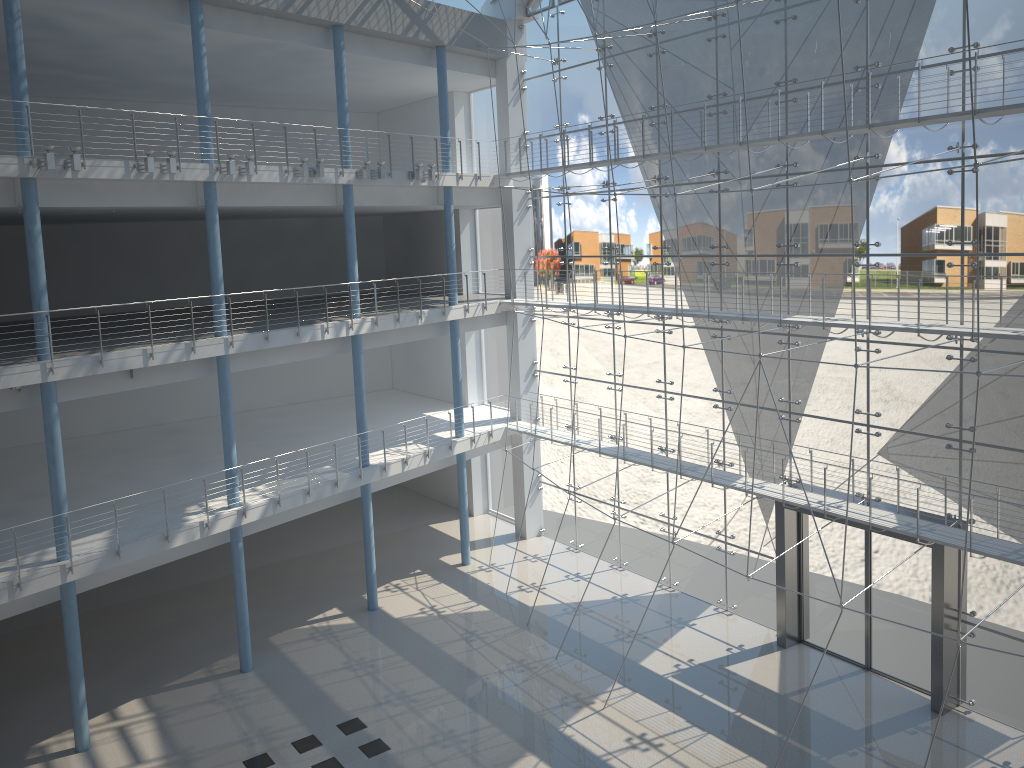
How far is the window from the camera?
2.2 meters

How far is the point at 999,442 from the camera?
2.2 meters

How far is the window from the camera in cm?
225
